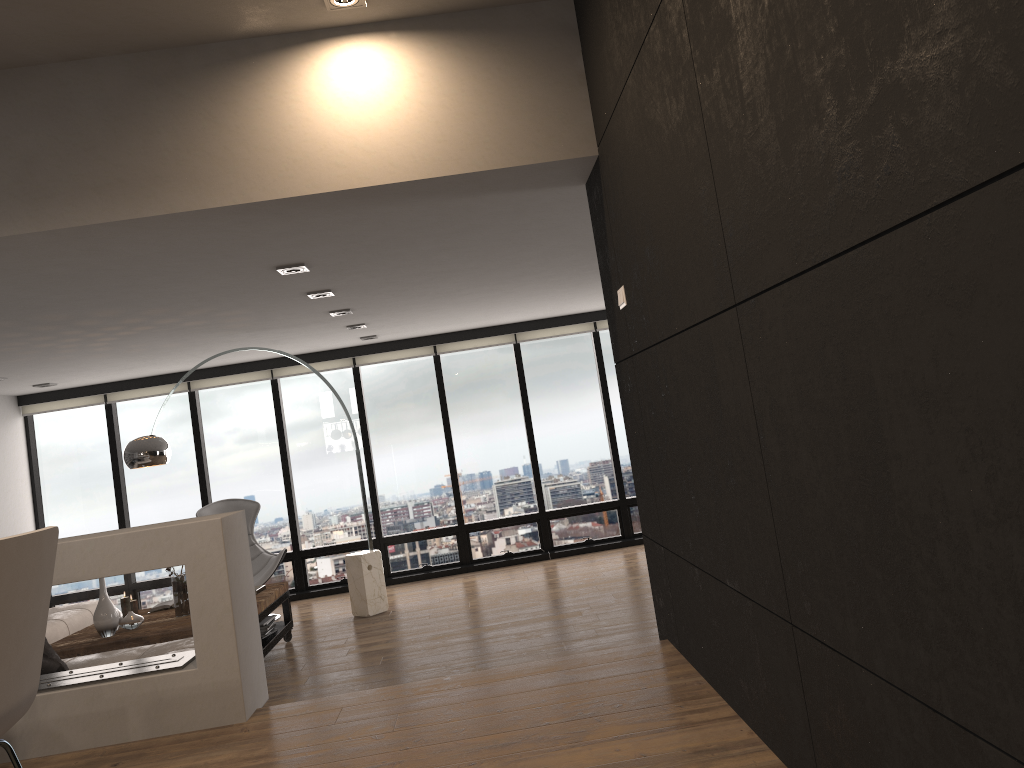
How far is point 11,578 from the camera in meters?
2.0 m

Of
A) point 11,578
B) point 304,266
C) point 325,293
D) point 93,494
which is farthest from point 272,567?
point 11,578

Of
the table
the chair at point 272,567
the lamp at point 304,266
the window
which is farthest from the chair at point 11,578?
the window

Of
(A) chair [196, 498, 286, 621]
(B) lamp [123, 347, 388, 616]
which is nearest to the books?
(B) lamp [123, 347, 388, 616]

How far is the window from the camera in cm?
911

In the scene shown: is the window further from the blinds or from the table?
the table

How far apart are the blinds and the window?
0.1 meters

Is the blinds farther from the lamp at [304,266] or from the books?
the lamp at [304,266]

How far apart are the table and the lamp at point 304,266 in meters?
2.5 m

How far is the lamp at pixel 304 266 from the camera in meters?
4.9
